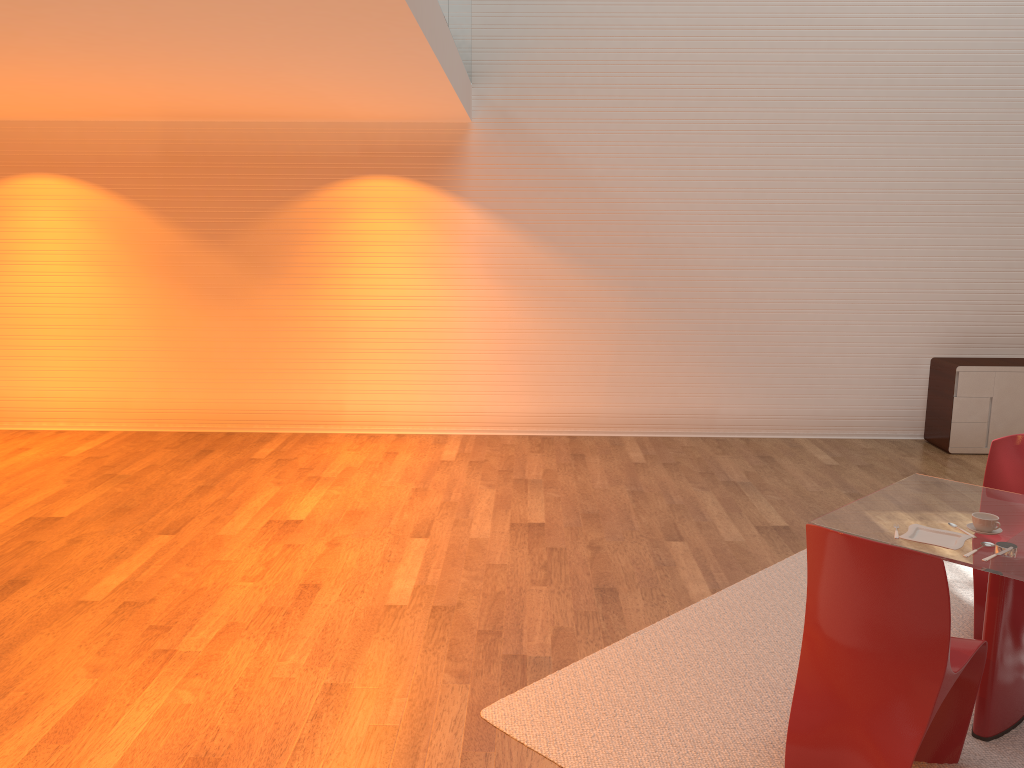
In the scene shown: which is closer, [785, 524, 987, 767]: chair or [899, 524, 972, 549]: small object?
[785, 524, 987, 767]: chair

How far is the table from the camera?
3.11m

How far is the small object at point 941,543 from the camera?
3.1m

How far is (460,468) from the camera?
6.82m

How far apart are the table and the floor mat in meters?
0.0 m

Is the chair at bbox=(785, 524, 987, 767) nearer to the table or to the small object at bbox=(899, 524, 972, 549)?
the table

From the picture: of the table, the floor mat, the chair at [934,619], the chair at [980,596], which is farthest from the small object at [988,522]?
the floor mat

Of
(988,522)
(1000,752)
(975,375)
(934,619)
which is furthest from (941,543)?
(975,375)

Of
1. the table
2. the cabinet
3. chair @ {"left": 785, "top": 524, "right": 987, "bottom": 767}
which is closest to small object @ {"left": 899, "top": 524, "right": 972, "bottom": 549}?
the table

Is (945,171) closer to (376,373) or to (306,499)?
(376,373)
